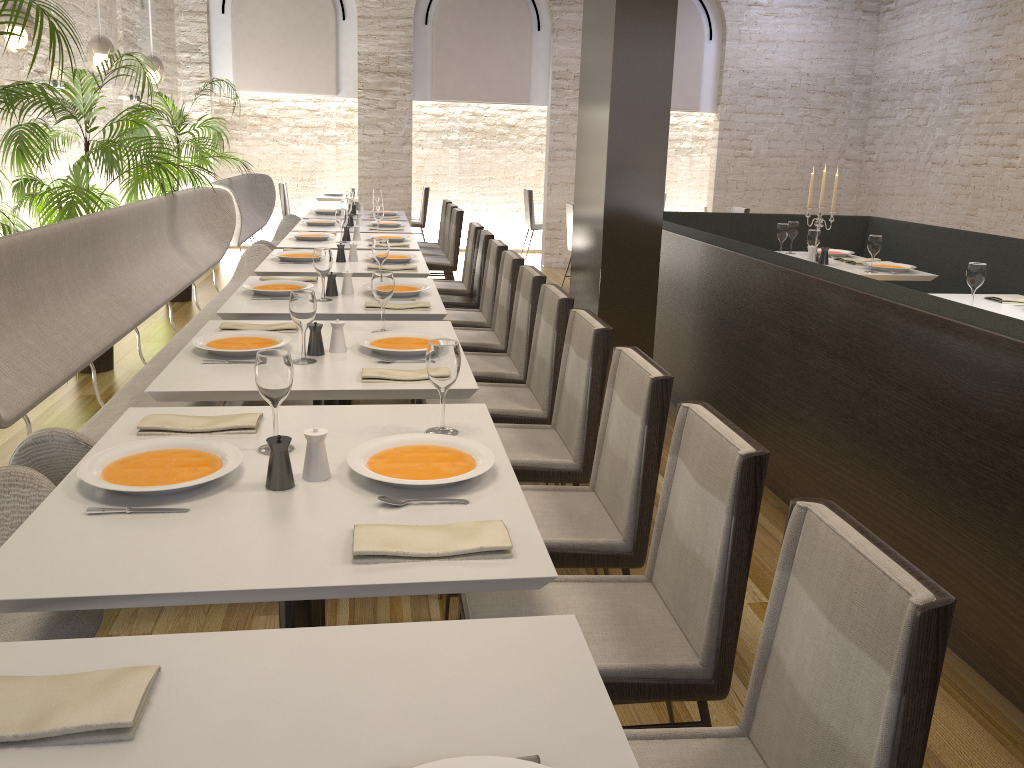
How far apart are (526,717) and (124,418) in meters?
1.5

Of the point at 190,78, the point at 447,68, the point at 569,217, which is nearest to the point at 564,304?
the point at 569,217

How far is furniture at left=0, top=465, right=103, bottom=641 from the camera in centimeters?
173cm

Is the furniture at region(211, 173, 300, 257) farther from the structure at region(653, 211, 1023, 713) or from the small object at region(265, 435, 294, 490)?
the small object at region(265, 435, 294, 490)

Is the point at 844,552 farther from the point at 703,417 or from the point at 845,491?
the point at 845,491

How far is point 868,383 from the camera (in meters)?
3.16

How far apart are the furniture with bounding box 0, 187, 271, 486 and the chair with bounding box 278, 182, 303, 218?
4.6 meters

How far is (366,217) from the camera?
8.2 meters

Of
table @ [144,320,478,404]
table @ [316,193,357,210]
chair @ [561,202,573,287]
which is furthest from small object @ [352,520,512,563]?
table @ [316,193,357,210]

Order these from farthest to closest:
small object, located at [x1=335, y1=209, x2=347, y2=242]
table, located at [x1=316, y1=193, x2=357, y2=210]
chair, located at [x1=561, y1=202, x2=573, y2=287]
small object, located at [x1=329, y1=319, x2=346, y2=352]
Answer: table, located at [x1=316, y1=193, x2=357, y2=210] < chair, located at [x1=561, y1=202, x2=573, y2=287] < small object, located at [x1=335, y1=209, x2=347, y2=242] < small object, located at [x1=329, y1=319, x2=346, y2=352]
